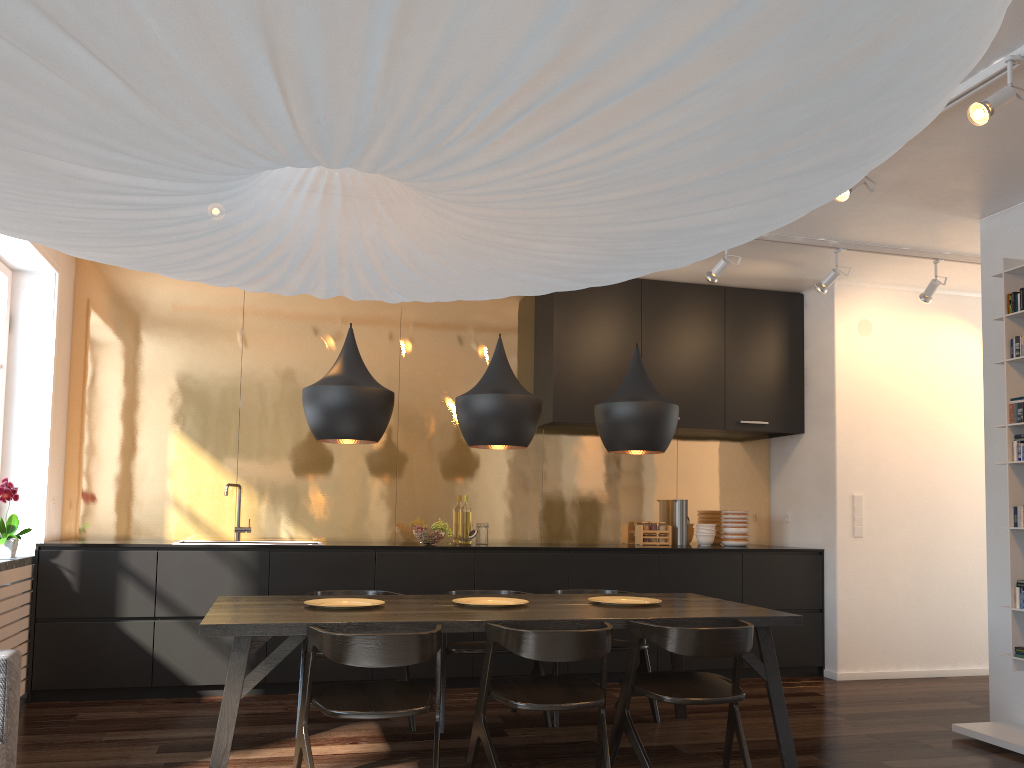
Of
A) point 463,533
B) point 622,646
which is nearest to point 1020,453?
point 622,646

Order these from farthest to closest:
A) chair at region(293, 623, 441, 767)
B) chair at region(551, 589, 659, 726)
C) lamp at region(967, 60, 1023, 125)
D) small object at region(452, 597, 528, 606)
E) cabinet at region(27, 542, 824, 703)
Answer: cabinet at region(27, 542, 824, 703) < chair at region(551, 589, 659, 726) < small object at region(452, 597, 528, 606) < lamp at region(967, 60, 1023, 125) < chair at region(293, 623, 441, 767)

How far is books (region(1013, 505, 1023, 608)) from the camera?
4.3 meters

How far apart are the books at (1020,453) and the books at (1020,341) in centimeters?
45cm

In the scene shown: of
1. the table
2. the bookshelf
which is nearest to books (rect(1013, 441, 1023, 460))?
the bookshelf

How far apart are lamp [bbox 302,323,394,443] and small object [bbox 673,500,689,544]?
3.2 meters

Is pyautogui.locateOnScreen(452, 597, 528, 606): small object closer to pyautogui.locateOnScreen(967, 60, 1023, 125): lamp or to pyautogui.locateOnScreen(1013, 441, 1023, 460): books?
pyautogui.locateOnScreen(1013, 441, 1023, 460): books

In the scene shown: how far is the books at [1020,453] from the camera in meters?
4.4

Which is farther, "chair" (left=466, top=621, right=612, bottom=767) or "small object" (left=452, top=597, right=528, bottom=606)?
"small object" (left=452, top=597, right=528, bottom=606)

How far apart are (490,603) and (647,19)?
3.6 meters
